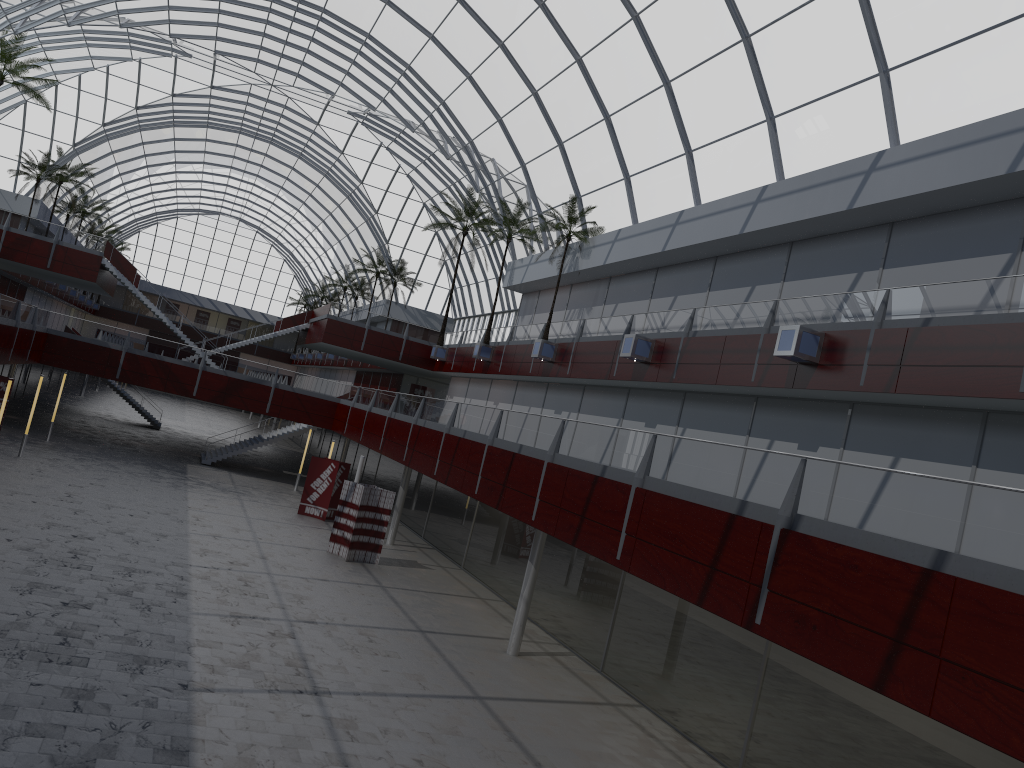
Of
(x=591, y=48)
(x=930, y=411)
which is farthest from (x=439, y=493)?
(x=930, y=411)
